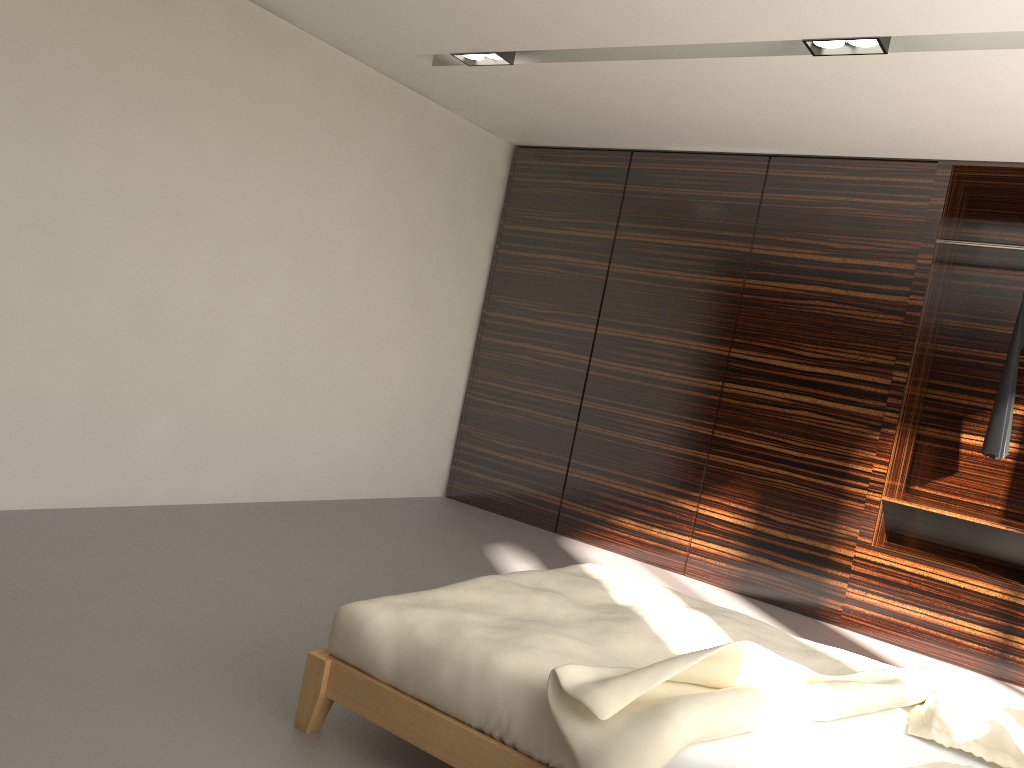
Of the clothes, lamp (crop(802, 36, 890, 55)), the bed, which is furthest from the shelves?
lamp (crop(802, 36, 890, 55))

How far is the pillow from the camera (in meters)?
2.05

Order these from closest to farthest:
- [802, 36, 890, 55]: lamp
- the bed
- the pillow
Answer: the bed
the pillow
[802, 36, 890, 55]: lamp

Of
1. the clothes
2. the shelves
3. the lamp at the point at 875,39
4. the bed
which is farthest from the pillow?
the clothes

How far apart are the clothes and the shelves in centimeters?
31cm

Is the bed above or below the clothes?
below

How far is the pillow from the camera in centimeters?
205cm

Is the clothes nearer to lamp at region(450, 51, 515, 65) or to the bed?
the bed

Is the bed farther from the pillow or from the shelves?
the shelves

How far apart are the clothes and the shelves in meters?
0.3 m
